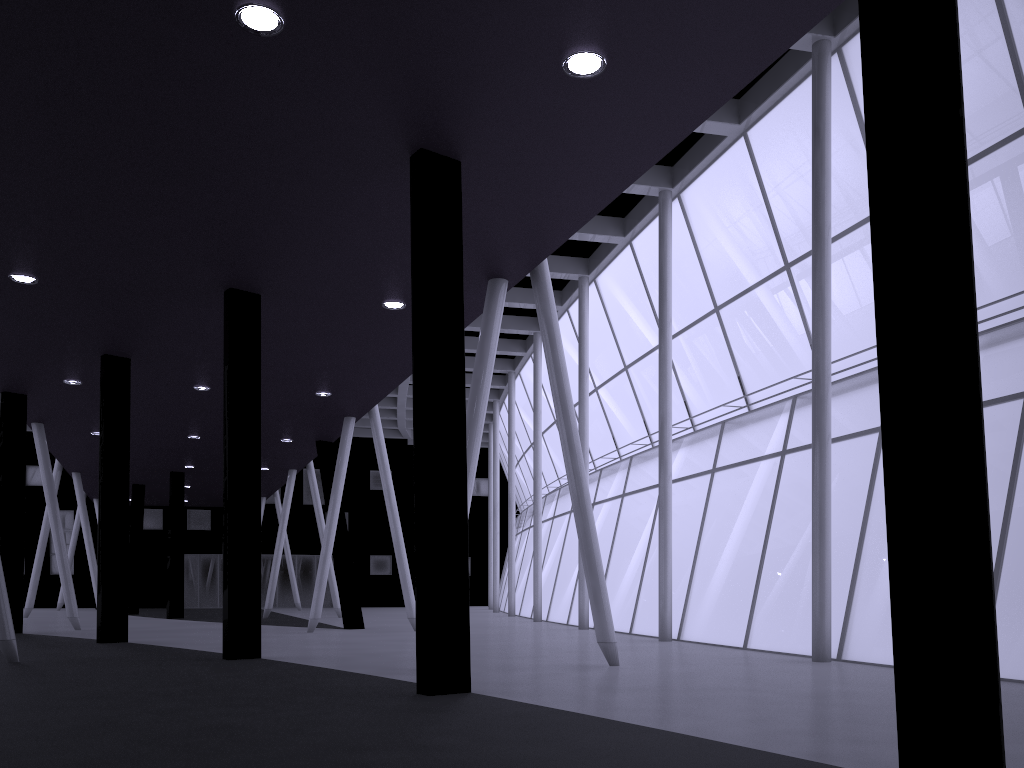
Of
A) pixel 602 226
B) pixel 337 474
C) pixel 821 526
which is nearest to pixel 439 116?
pixel 821 526
